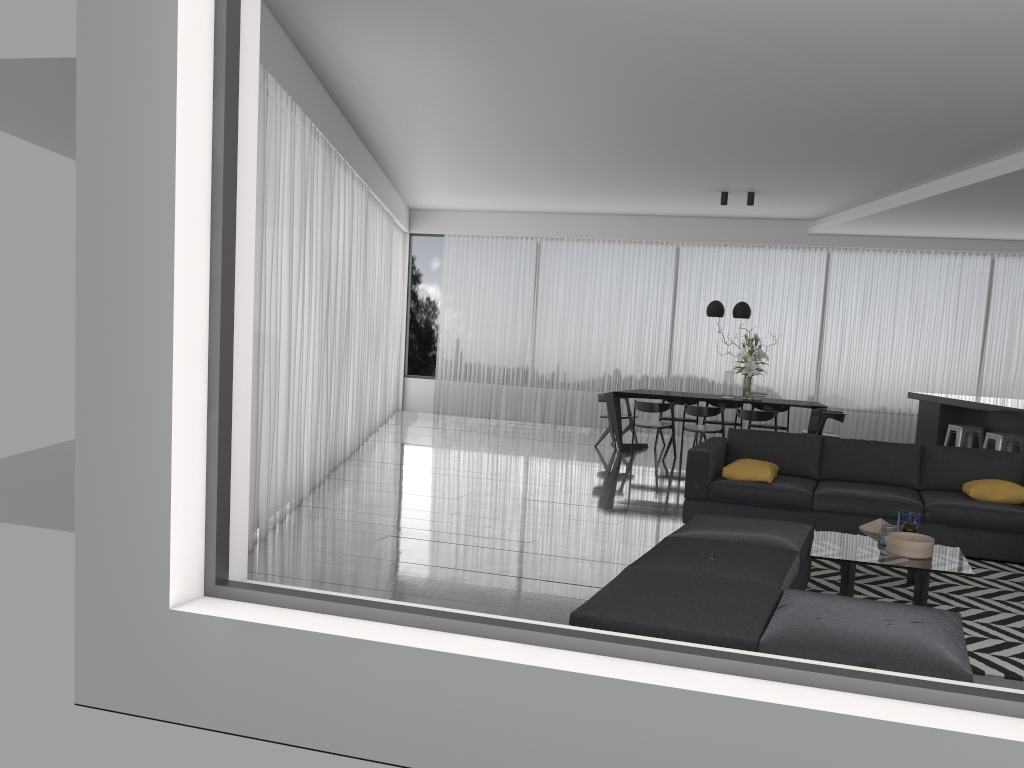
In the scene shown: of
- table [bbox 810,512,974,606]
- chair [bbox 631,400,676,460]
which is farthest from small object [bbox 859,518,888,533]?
chair [bbox 631,400,676,460]

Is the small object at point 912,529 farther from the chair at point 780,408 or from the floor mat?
the chair at point 780,408

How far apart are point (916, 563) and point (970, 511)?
1.7m

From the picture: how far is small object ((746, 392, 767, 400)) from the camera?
10.04m

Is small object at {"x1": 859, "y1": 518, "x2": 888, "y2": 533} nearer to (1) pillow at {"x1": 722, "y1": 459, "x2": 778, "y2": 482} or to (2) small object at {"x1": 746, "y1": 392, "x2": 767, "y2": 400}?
(1) pillow at {"x1": 722, "y1": 459, "x2": 778, "y2": 482}

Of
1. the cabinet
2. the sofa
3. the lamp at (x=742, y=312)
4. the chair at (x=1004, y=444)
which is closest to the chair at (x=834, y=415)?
the cabinet

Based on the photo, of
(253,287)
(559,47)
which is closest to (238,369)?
(253,287)

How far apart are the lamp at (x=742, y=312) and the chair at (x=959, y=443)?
2.45m

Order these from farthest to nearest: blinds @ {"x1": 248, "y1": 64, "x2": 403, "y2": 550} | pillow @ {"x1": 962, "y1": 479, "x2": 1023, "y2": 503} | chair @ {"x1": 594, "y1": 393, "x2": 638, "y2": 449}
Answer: chair @ {"x1": 594, "y1": 393, "x2": 638, "y2": 449}
pillow @ {"x1": 962, "y1": 479, "x2": 1023, "y2": 503}
blinds @ {"x1": 248, "y1": 64, "x2": 403, "y2": 550}

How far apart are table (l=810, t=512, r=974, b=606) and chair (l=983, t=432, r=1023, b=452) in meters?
3.6
